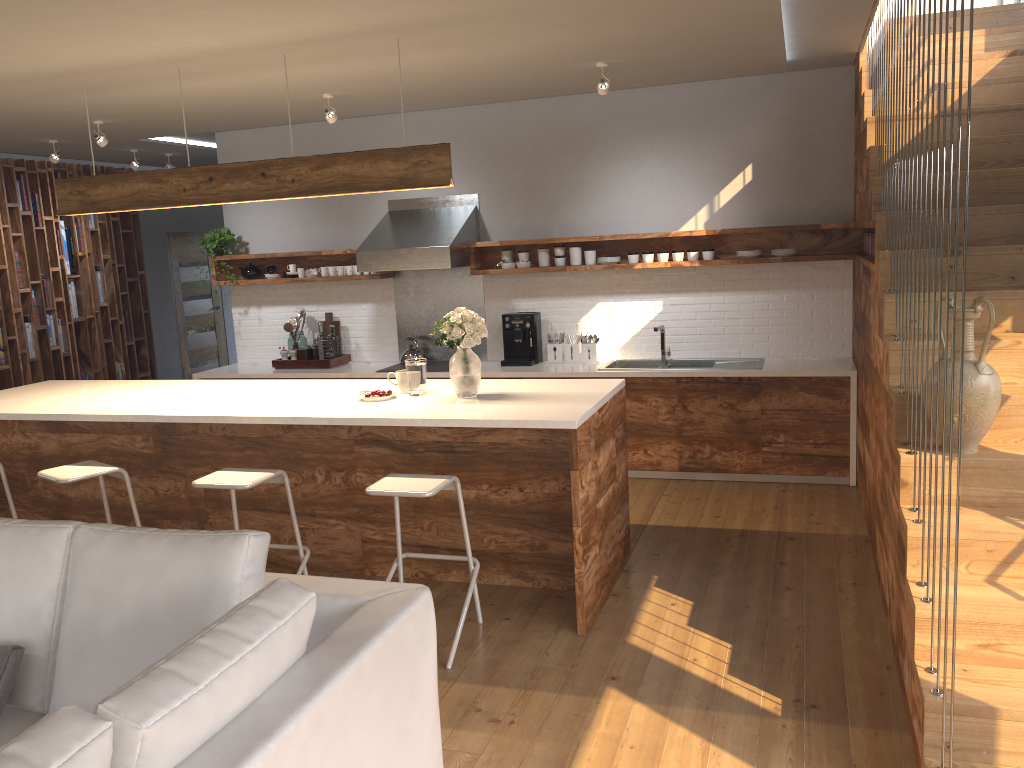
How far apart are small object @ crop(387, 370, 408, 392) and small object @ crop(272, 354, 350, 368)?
2.7m

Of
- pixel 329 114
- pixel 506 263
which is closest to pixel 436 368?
pixel 506 263

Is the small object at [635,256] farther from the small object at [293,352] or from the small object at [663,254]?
the small object at [293,352]

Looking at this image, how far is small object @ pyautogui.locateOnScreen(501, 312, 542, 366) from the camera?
6.8 meters

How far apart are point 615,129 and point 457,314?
3.0 meters

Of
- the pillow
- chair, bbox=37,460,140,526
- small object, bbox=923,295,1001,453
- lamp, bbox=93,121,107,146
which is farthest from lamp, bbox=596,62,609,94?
the pillow

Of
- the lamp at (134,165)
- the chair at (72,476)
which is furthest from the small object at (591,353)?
the lamp at (134,165)

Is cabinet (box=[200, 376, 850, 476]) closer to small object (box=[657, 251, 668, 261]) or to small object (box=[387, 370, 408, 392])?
small object (box=[657, 251, 668, 261])

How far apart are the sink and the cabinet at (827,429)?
0.2 meters

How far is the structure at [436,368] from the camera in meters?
6.9 m
